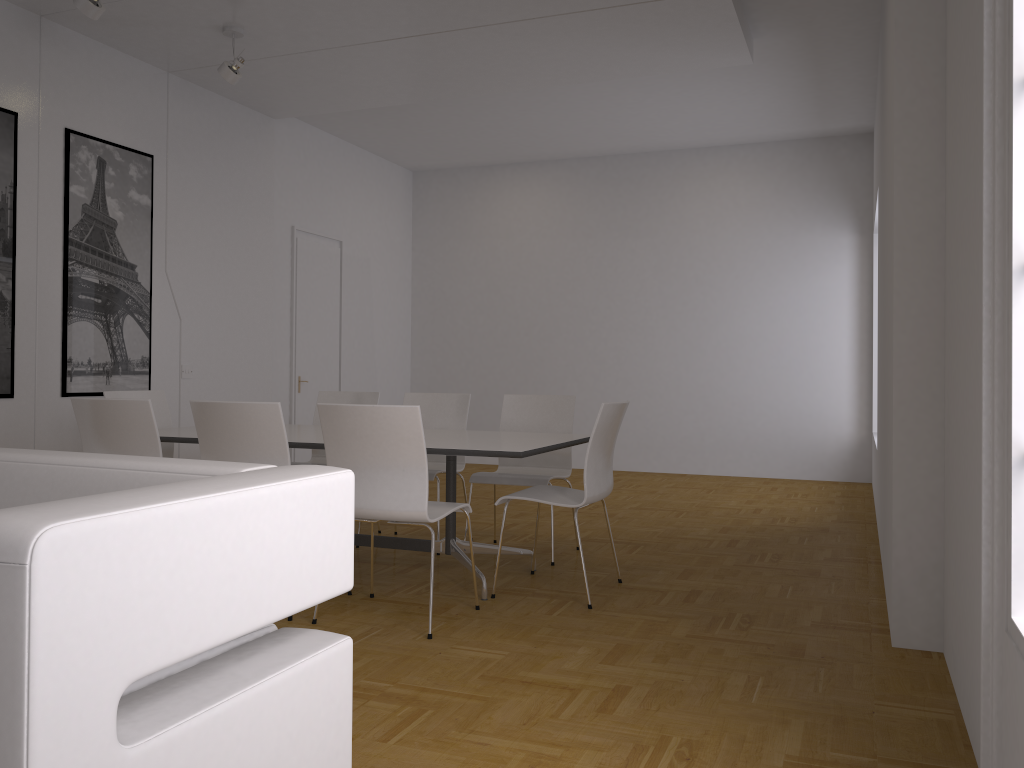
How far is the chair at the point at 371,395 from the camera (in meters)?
5.92

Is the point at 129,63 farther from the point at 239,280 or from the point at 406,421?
the point at 406,421

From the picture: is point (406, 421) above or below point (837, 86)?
below

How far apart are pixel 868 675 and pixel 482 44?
4.69m

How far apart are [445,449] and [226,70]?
3.4m

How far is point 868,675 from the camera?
3.1 meters

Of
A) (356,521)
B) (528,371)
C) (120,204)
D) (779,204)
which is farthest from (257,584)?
(528,371)

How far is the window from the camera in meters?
1.9

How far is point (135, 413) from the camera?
4.0m

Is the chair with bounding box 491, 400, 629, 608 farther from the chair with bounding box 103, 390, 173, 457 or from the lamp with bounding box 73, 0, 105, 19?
the lamp with bounding box 73, 0, 105, 19
